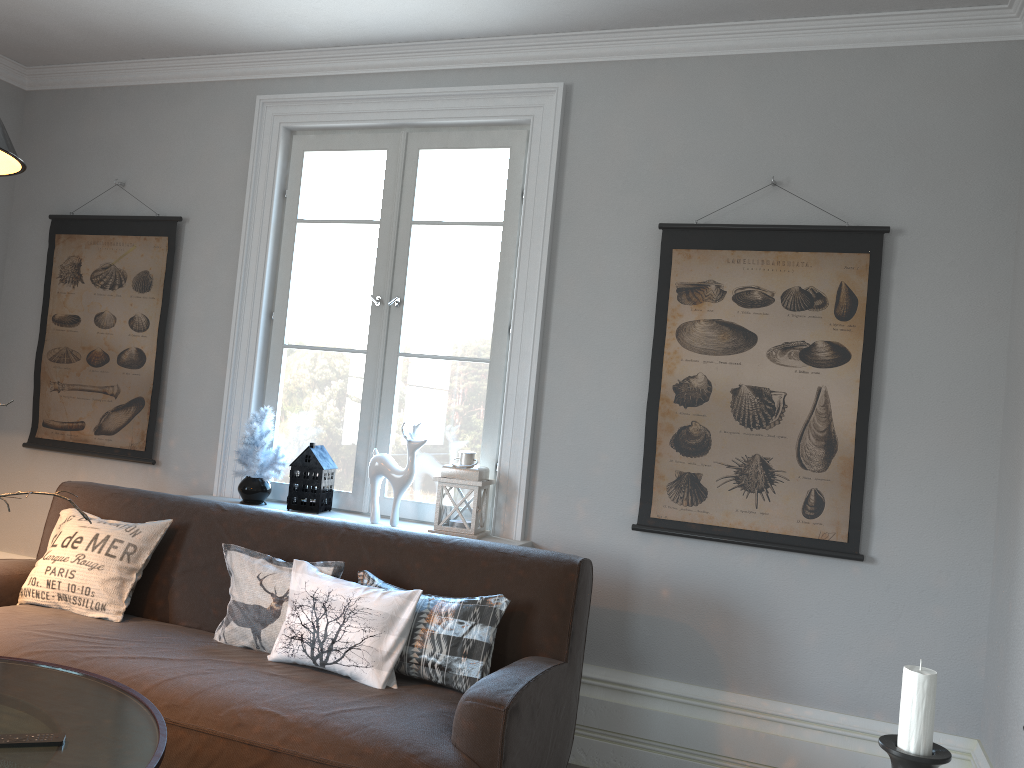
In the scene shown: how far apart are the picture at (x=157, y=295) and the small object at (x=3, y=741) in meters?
2.3 m

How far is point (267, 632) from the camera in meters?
2.8 m

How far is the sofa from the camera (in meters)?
2.23

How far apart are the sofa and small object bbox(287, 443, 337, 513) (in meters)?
0.40

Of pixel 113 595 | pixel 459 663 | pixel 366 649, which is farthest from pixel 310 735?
pixel 113 595

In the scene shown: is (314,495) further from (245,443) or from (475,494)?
(475,494)

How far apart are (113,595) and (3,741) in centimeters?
128cm

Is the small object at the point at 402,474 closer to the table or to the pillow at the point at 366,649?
the pillow at the point at 366,649

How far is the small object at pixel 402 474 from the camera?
3.4 meters

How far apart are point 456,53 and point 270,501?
2.1m
